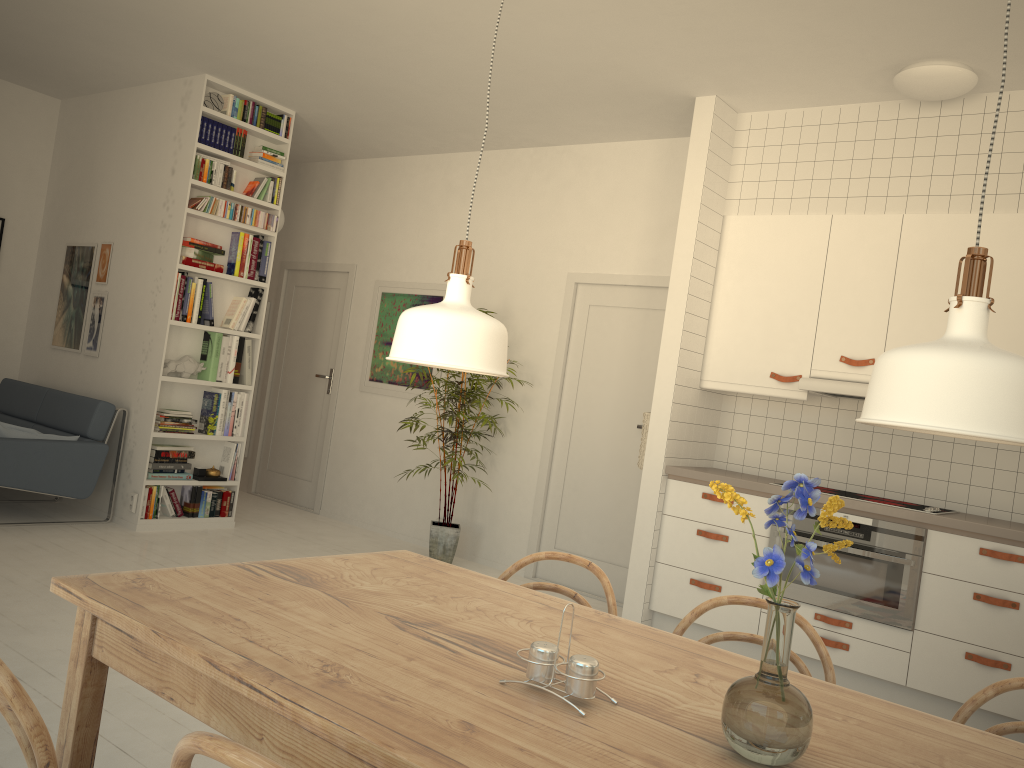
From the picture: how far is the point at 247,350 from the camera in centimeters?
604cm

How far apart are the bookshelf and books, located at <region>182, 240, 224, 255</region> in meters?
0.1 m

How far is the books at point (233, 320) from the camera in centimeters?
594cm

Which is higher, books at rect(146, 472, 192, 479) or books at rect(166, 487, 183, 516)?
books at rect(146, 472, 192, 479)

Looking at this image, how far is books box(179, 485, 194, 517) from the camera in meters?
5.8

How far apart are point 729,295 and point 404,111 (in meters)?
2.46

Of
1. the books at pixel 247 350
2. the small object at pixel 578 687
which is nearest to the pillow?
the books at pixel 247 350

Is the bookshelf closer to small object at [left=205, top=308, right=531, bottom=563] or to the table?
small object at [left=205, top=308, right=531, bottom=563]

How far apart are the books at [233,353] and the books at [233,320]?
0.1m

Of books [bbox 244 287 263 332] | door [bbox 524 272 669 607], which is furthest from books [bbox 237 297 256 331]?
door [bbox 524 272 669 607]
